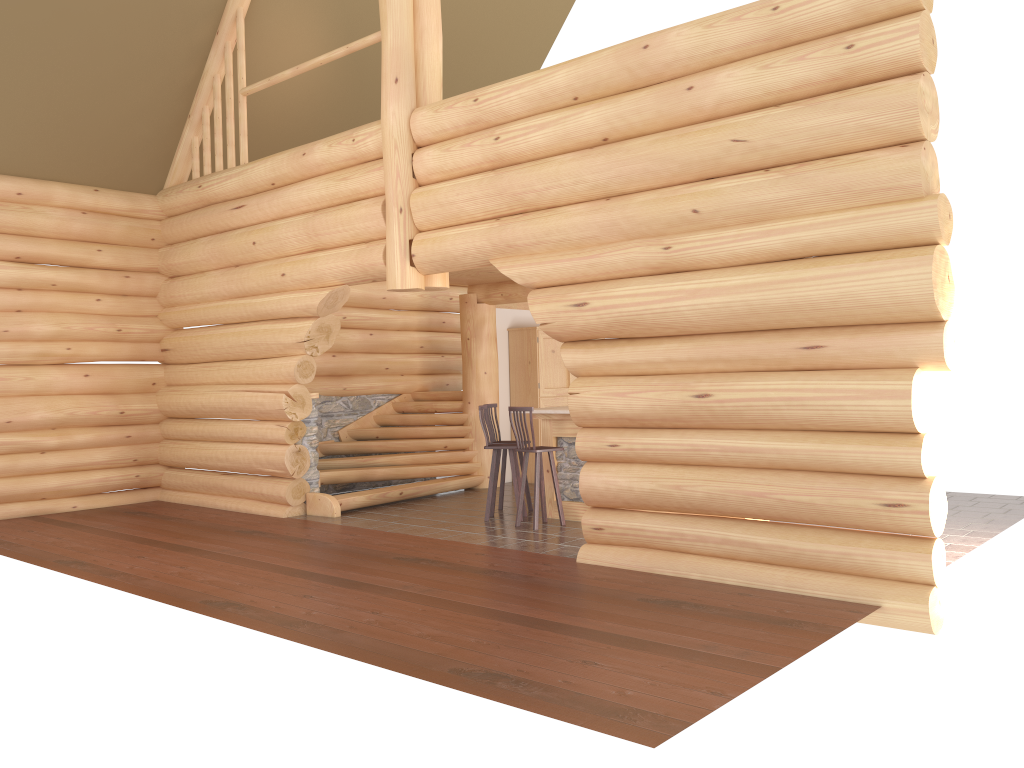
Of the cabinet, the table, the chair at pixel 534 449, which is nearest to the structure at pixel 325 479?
the cabinet

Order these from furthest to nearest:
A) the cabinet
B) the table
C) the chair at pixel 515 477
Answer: the cabinet < the chair at pixel 515 477 < the table

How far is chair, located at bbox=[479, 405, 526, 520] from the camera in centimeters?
1013cm

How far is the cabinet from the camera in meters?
13.6

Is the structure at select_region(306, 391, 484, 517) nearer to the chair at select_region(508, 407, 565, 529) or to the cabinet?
the cabinet

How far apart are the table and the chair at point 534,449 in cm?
35

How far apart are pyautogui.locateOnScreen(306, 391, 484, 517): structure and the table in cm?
240

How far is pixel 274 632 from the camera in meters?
5.8 m

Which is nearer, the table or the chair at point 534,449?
the chair at point 534,449

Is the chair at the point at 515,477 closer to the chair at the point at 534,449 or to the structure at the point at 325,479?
the chair at the point at 534,449
